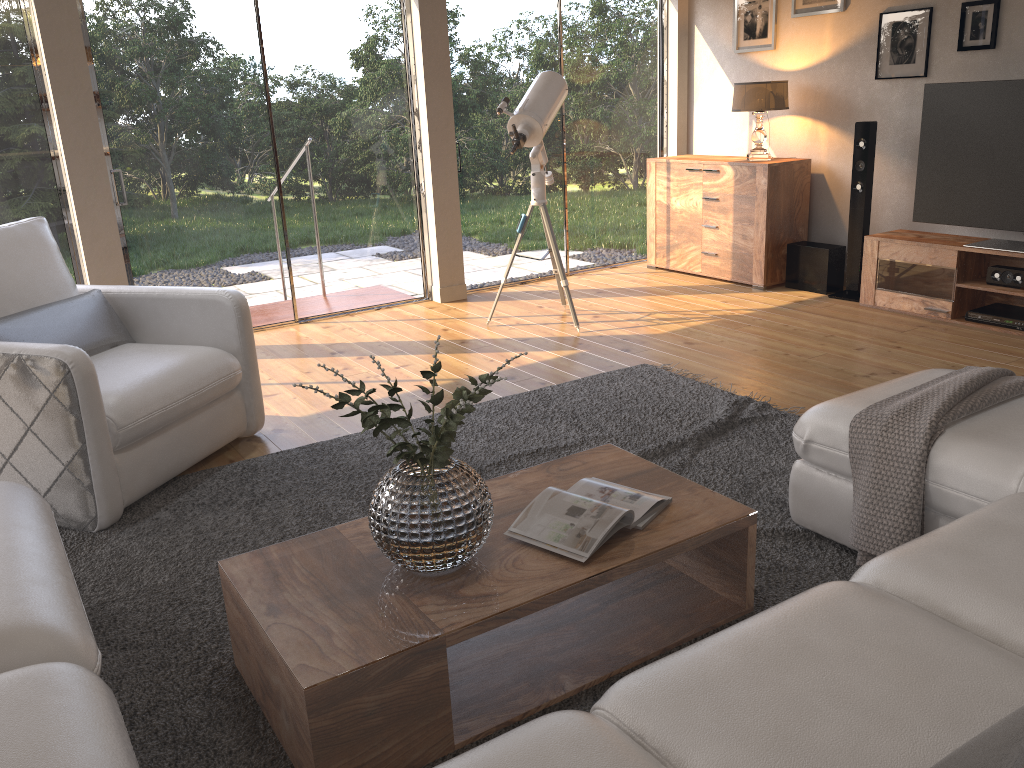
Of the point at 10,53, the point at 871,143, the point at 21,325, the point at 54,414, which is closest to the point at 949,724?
the point at 54,414

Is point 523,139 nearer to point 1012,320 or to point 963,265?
point 963,265

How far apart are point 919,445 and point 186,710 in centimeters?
191cm

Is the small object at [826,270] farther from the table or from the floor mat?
the table

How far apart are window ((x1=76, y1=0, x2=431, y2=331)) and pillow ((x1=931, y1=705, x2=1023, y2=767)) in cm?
503

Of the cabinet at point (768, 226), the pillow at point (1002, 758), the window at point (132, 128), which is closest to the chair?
the window at point (132, 128)

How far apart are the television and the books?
3.5m

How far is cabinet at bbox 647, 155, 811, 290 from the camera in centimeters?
592cm

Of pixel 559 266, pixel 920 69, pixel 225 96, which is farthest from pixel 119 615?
pixel 920 69

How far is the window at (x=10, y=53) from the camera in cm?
462
